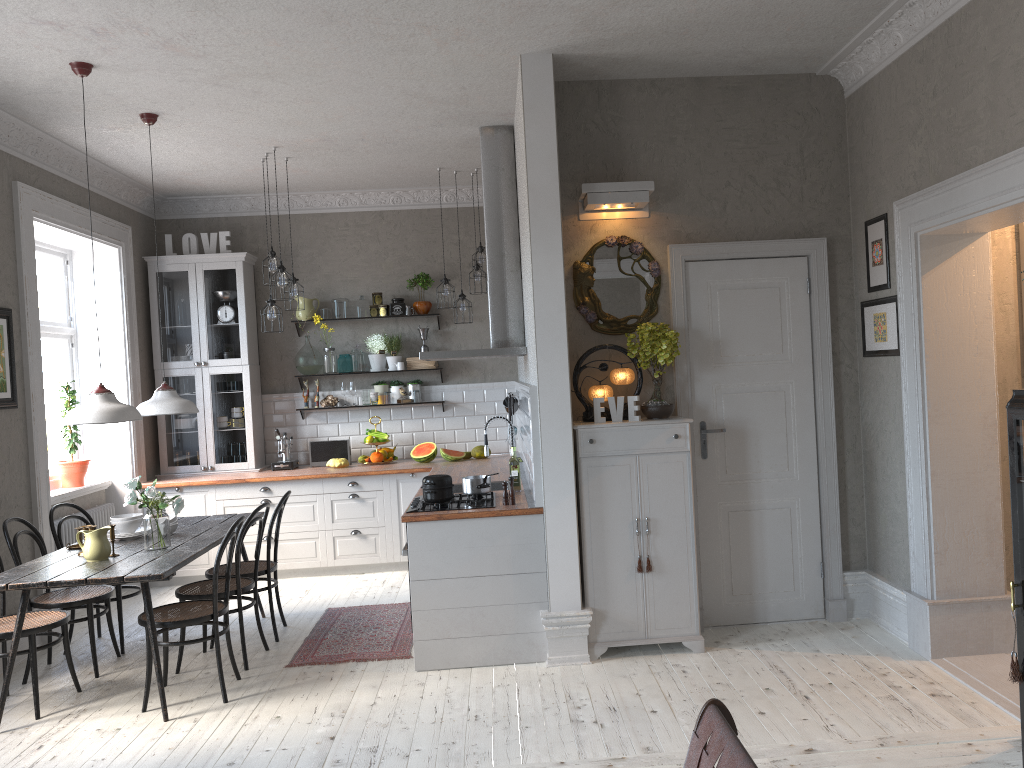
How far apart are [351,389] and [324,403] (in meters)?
0.29

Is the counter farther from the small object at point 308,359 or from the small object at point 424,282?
the small object at point 424,282

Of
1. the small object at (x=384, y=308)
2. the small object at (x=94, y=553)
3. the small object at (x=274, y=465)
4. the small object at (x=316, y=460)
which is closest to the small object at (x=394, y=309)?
the small object at (x=384, y=308)

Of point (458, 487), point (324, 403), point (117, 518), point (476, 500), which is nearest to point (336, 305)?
point (324, 403)

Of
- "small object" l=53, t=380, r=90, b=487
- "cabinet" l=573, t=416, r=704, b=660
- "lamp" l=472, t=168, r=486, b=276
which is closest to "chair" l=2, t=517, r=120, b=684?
"small object" l=53, t=380, r=90, b=487

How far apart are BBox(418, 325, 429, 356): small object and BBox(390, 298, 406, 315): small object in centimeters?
26cm

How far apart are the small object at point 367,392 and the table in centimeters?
218cm

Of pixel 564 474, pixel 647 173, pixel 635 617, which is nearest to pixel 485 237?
pixel 647 173

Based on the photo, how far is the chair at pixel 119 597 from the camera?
5.55m

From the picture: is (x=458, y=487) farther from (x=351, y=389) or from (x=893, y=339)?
(x=893, y=339)
